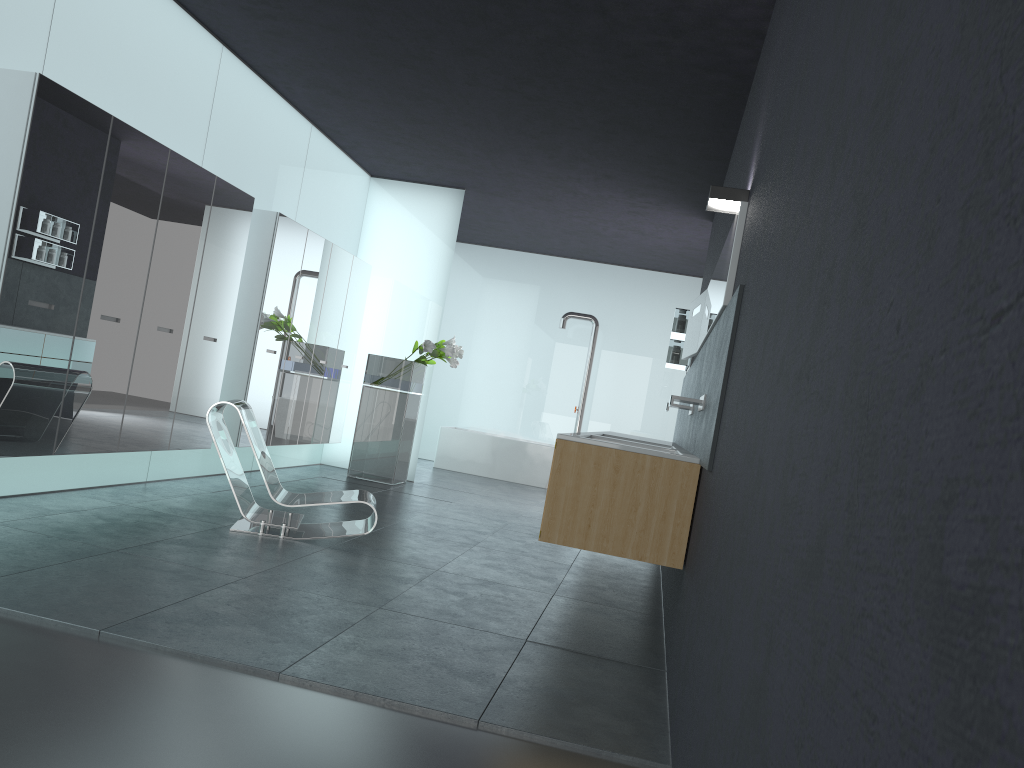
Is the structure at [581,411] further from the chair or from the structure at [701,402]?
the structure at [701,402]

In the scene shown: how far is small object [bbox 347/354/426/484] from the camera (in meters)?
10.48

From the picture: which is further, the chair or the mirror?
→ the chair

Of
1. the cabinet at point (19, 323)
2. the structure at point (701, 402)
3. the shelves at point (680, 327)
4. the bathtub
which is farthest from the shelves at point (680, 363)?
the bathtub

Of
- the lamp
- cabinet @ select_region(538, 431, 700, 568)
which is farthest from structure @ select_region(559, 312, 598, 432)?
the lamp

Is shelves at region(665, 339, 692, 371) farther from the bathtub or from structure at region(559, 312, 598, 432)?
structure at region(559, 312, 598, 432)

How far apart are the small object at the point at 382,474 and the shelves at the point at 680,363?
3.0 meters

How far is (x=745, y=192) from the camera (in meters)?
4.53

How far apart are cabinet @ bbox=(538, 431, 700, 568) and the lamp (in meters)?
1.34

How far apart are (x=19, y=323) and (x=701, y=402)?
4.0 meters
